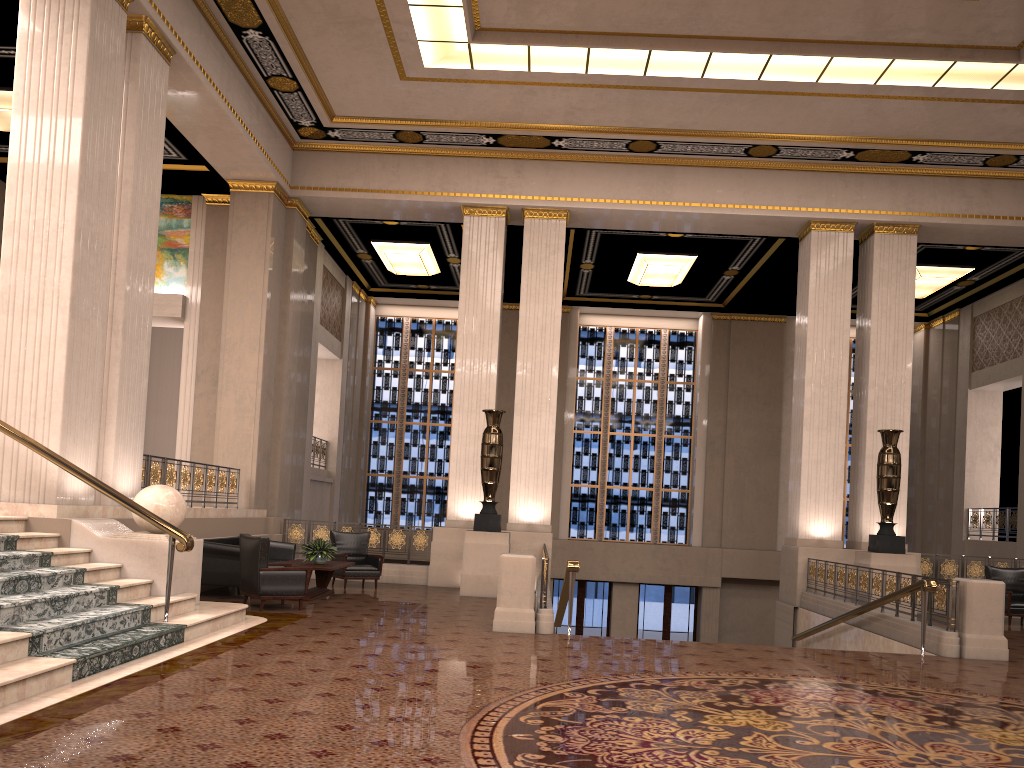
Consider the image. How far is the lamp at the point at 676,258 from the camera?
17.7 meters

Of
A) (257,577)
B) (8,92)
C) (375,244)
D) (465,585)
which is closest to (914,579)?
(465,585)

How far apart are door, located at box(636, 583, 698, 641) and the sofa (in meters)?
10.81

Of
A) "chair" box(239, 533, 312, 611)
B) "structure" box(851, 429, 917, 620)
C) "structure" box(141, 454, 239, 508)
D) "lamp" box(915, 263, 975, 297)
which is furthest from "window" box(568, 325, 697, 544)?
"chair" box(239, 533, 312, 611)

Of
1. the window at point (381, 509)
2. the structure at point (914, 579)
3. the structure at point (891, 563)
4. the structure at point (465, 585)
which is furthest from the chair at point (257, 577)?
the window at point (381, 509)

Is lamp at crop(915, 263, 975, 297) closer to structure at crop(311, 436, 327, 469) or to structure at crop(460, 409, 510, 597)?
structure at crop(460, 409, 510, 597)

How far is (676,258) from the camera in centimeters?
1766cm

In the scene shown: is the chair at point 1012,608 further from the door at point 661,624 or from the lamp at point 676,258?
the door at point 661,624

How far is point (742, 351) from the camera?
21.5m

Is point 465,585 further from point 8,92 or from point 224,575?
point 8,92
